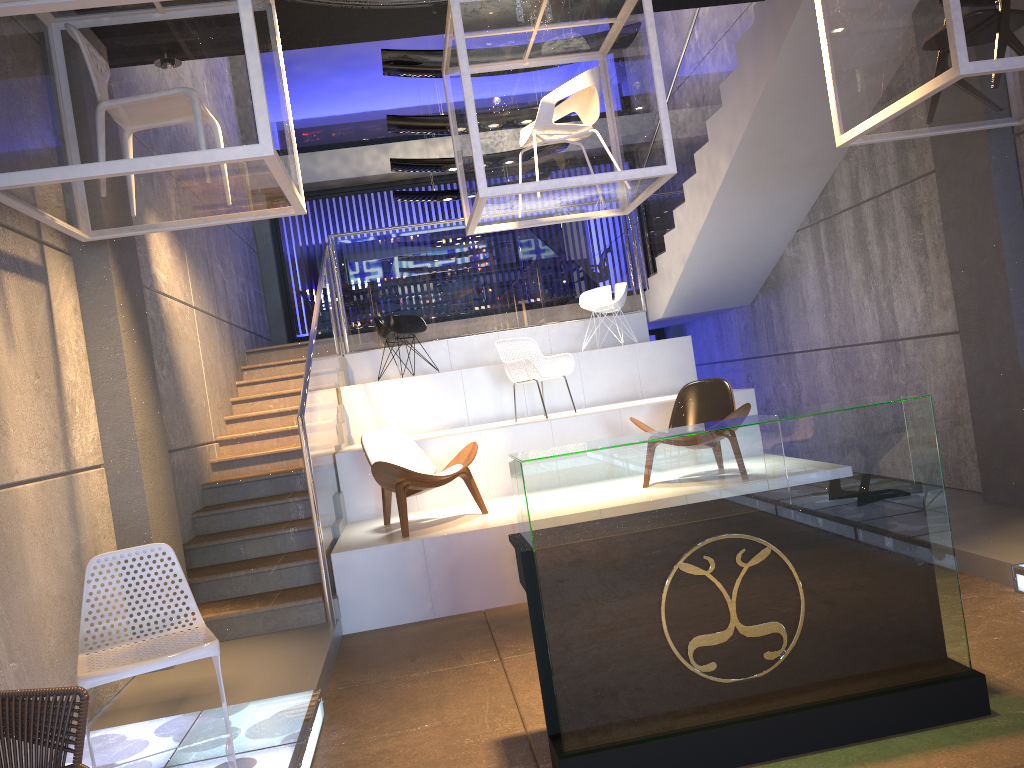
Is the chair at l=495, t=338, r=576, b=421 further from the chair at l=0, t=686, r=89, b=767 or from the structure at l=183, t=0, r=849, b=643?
the chair at l=0, t=686, r=89, b=767

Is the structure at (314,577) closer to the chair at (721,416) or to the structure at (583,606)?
the chair at (721,416)

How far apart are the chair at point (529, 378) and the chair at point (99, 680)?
4.65m

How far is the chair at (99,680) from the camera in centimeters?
330cm

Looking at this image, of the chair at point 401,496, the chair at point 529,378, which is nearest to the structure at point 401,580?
the chair at point 401,496

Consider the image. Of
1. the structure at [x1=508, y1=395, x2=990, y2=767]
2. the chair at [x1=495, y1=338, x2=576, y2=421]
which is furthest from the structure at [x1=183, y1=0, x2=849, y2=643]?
the structure at [x1=508, y1=395, x2=990, y2=767]

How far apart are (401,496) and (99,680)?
3.0m

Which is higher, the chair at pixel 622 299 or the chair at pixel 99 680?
the chair at pixel 622 299

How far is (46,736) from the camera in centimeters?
257cm

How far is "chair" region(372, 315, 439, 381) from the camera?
9.7m
